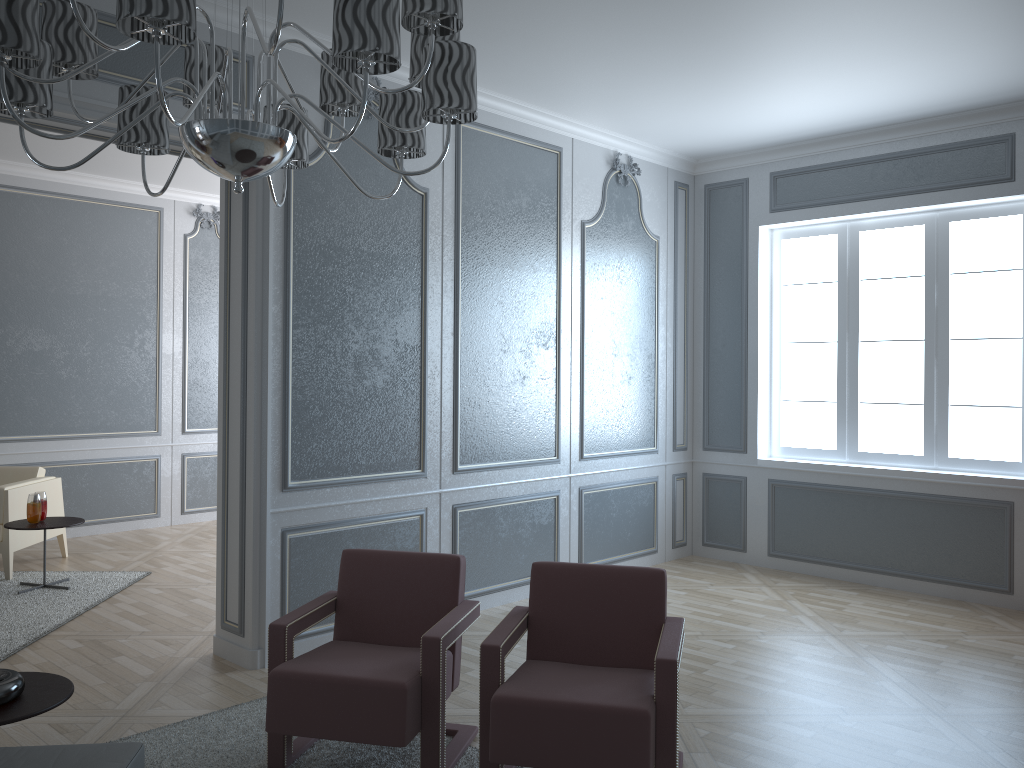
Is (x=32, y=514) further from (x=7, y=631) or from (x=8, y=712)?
(x=8, y=712)

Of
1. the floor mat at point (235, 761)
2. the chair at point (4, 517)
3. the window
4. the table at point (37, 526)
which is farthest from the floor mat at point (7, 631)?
the window

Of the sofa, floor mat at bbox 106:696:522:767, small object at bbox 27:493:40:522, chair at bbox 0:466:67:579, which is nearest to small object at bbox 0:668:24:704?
the sofa

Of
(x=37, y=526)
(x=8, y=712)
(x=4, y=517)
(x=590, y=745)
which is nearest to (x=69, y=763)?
(x=8, y=712)

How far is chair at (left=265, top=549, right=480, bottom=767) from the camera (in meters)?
2.60

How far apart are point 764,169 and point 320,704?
4.6m

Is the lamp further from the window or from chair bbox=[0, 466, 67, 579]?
the window

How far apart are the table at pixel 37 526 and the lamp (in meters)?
3.52

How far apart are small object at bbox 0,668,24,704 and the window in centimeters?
458cm

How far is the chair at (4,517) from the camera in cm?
531
